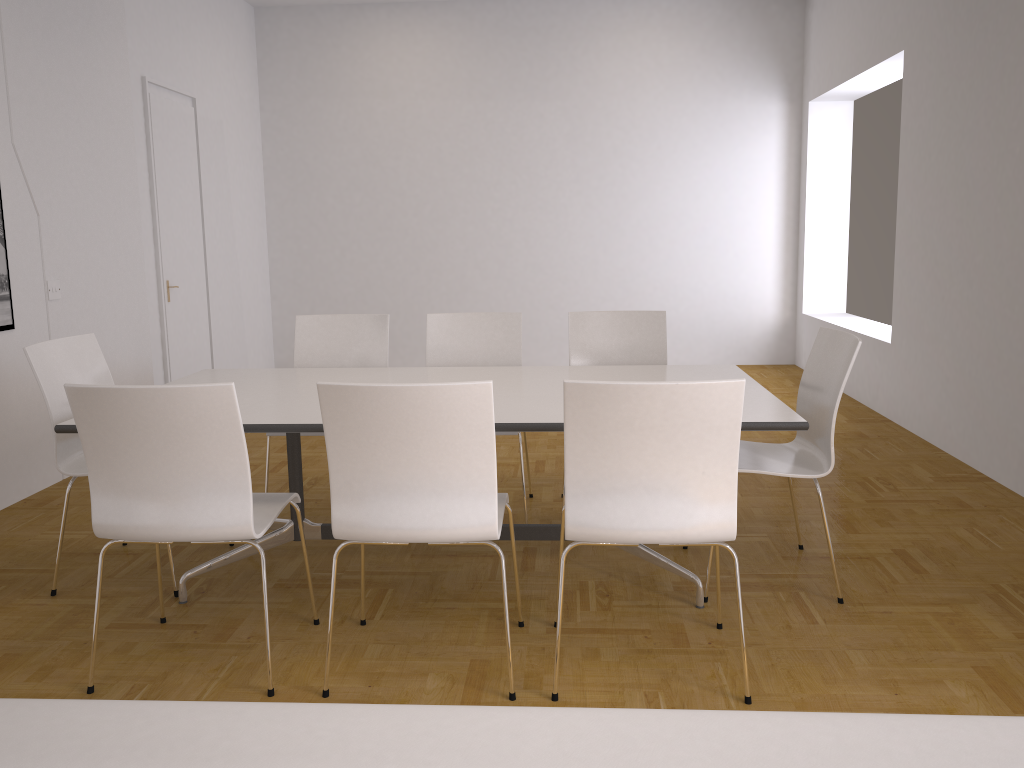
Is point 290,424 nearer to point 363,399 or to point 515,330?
point 363,399

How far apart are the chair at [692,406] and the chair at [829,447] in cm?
67

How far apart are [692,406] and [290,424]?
1.3 meters

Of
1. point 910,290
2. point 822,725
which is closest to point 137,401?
point 822,725

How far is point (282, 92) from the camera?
8.5 meters

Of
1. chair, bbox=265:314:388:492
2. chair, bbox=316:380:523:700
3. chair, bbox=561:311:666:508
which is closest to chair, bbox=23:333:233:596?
chair, bbox=265:314:388:492

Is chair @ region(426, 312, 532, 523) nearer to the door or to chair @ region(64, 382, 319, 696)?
chair @ region(64, 382, 319, 696)

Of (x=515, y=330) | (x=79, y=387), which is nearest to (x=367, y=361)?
(x=515, y=330)

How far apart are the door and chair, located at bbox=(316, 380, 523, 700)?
4.5m

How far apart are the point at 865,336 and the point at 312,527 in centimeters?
469cm
